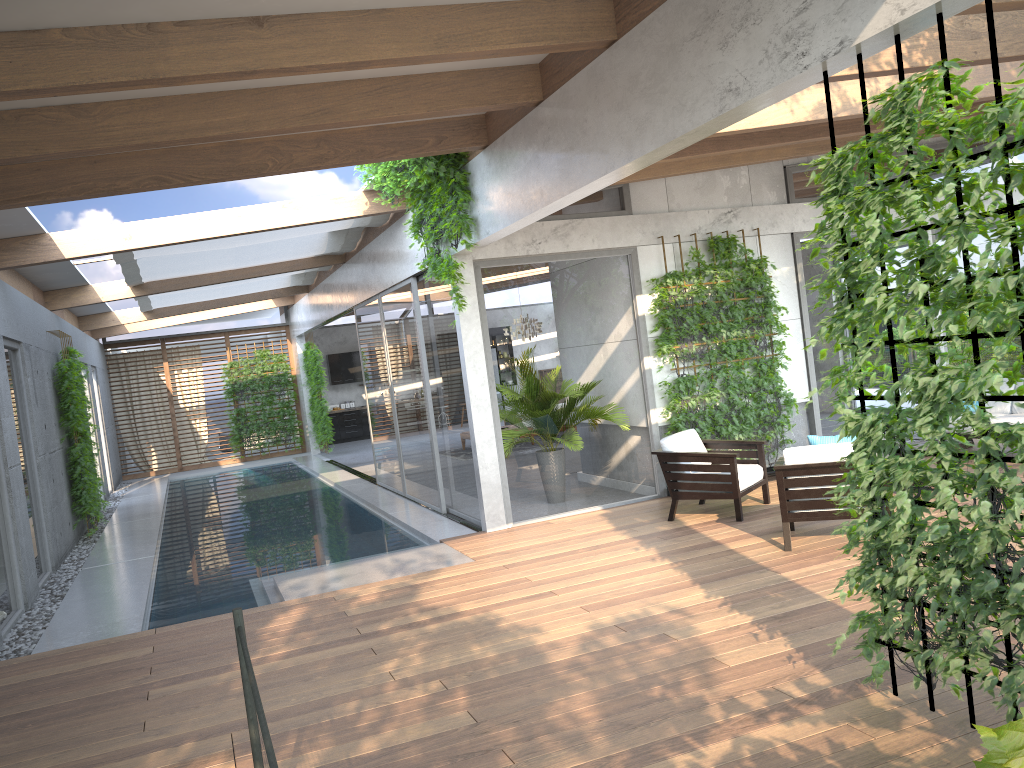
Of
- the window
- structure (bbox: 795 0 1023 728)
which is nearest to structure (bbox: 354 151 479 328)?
the window

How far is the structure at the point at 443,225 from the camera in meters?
7.7 m

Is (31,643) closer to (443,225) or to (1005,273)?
(443,225)

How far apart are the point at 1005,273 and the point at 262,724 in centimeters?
274cm

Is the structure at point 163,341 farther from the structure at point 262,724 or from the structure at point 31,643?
the structure at point 262,724

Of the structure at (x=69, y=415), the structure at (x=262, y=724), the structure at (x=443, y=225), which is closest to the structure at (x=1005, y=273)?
→ the structure at (x=262, y=724)

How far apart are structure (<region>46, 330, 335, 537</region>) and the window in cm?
69

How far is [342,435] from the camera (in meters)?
22.71

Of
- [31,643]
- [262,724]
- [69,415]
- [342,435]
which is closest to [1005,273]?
[262,724]

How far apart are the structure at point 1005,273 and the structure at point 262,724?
2.37m
